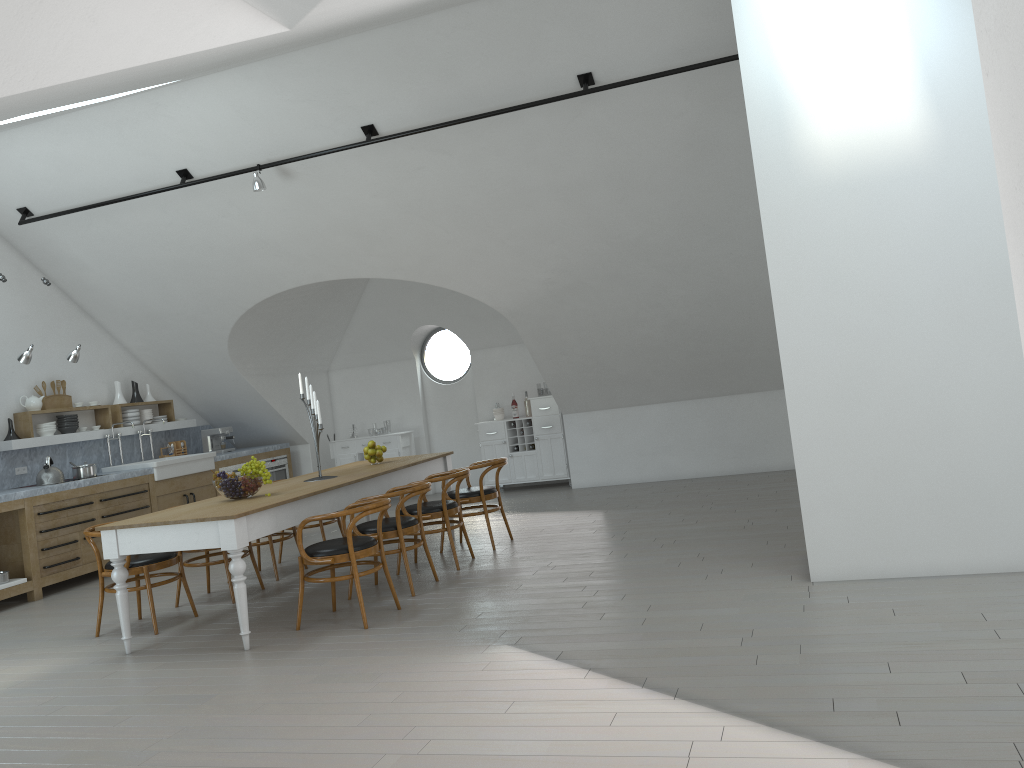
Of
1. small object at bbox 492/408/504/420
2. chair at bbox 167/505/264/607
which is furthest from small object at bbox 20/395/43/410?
small object at bbox 492/408/504/420

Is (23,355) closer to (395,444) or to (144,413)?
(144,413)

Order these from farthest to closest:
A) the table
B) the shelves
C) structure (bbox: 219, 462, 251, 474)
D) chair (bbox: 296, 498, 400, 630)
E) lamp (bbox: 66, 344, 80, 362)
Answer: structure (bbox: 219, 462, 251, 474) → the shelves → lamp (bbox: 66, 344, 80, 362) → chair (bbox: 296, 498, 400, 630) → the table

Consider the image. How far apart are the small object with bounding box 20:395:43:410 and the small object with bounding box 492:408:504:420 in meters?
5.2 m

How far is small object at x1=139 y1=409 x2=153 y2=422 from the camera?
10.36m

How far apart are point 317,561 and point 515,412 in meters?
6.2

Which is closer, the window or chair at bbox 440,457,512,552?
chair at bbox 440,457,512,552

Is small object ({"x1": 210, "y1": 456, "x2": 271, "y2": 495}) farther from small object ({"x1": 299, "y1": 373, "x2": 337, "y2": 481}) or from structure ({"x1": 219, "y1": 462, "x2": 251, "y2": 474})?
structure ({"x1": 219, "y1": 462, "x2": 251, "y2": 474})

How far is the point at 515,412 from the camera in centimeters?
1143cm

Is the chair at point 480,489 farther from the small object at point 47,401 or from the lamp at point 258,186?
the small object at point 47,401
